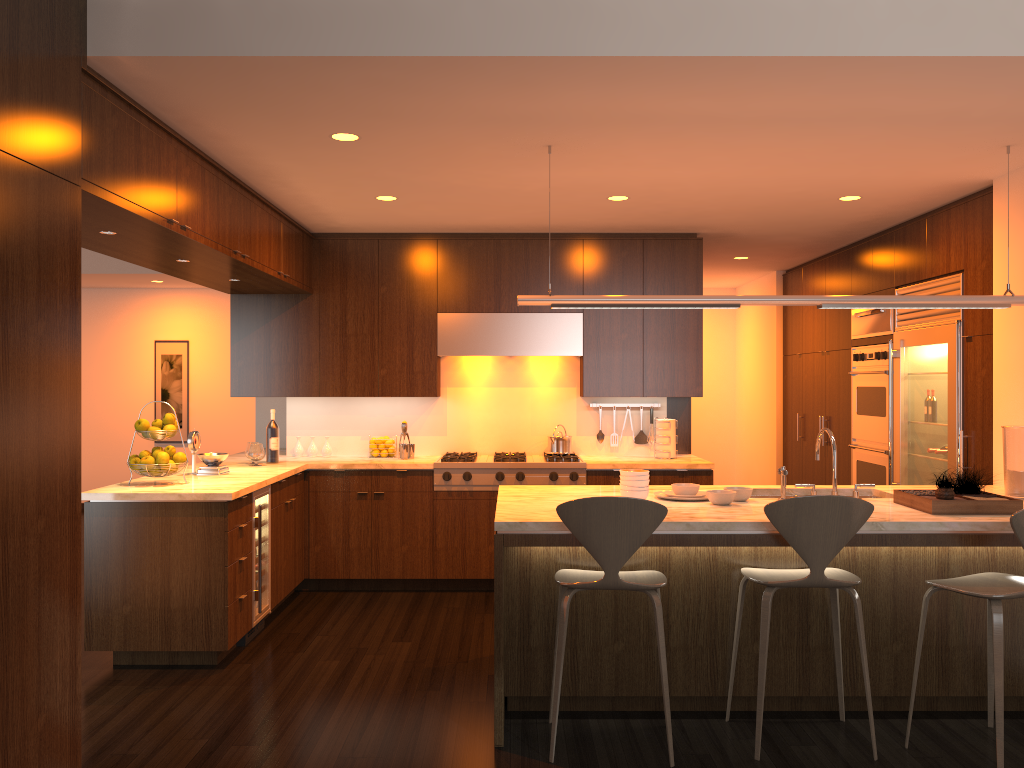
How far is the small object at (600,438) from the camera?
6.82m

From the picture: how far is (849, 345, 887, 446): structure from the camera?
6.39m

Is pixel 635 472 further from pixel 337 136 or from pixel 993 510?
pixel 337 136

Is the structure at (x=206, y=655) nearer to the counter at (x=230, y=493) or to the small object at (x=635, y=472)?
the counter at (x=230, y=493)

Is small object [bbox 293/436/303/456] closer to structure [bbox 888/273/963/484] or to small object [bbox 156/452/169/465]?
small object [bbox 156/452/169/465]

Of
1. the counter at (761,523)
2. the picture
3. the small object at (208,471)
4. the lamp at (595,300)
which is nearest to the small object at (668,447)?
the counter at (761,523)

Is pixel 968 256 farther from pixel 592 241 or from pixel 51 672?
pixel 51 672

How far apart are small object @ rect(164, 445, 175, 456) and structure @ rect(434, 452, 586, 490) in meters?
1.9 m

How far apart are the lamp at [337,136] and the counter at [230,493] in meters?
1.9 m

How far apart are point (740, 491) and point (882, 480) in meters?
2.8
